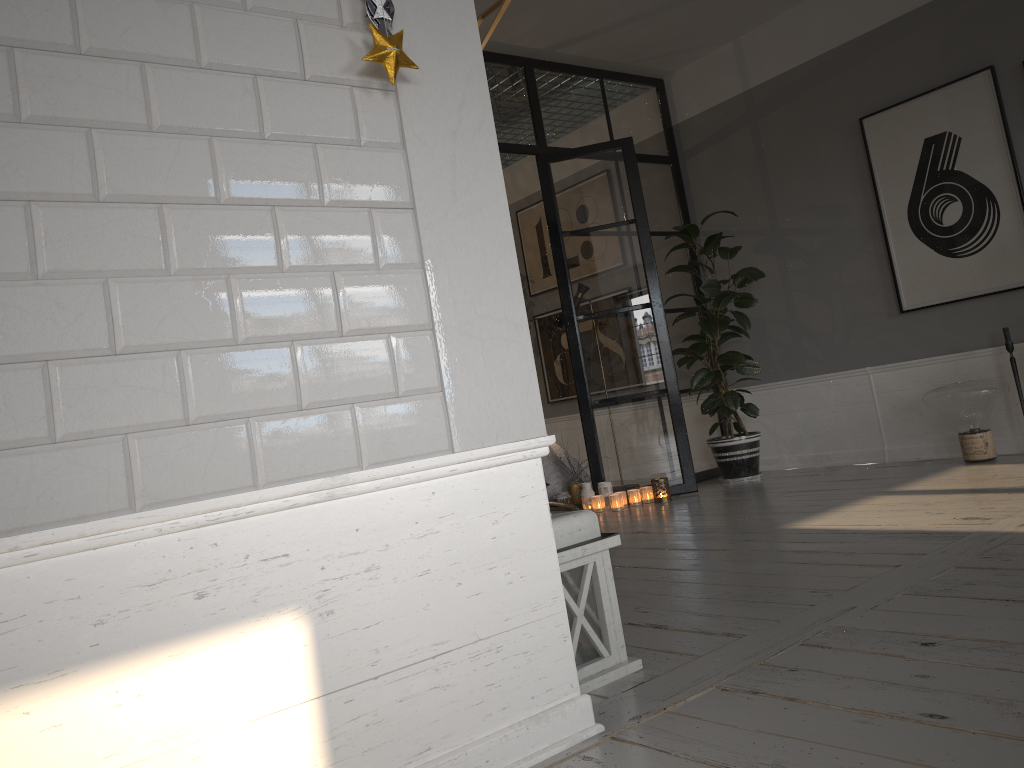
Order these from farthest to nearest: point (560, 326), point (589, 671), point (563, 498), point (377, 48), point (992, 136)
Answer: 1. point (560, 326)
2. point (563, 498)
3. point (992, 136)
4. point (589, 671)
5. point (377, 48)

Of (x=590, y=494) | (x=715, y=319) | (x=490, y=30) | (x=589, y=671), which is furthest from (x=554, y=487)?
(x=490, y=30)

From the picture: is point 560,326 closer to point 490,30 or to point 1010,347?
point 1010,347

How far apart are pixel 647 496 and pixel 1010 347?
2.17m

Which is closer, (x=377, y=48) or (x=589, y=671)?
(x=377, y=48)

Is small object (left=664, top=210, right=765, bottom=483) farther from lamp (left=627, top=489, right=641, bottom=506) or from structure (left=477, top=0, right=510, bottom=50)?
structure (left=477, top=0, right=510, bottom=50)

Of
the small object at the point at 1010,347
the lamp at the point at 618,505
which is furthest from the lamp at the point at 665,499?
the small object at the point at 1010,347

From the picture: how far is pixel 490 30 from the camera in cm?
195

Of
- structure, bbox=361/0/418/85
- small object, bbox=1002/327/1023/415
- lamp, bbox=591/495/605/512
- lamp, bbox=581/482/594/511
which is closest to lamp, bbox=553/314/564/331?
lamp, bbox=581/482/594/511

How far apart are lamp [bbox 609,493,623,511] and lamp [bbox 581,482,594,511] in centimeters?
22cm
